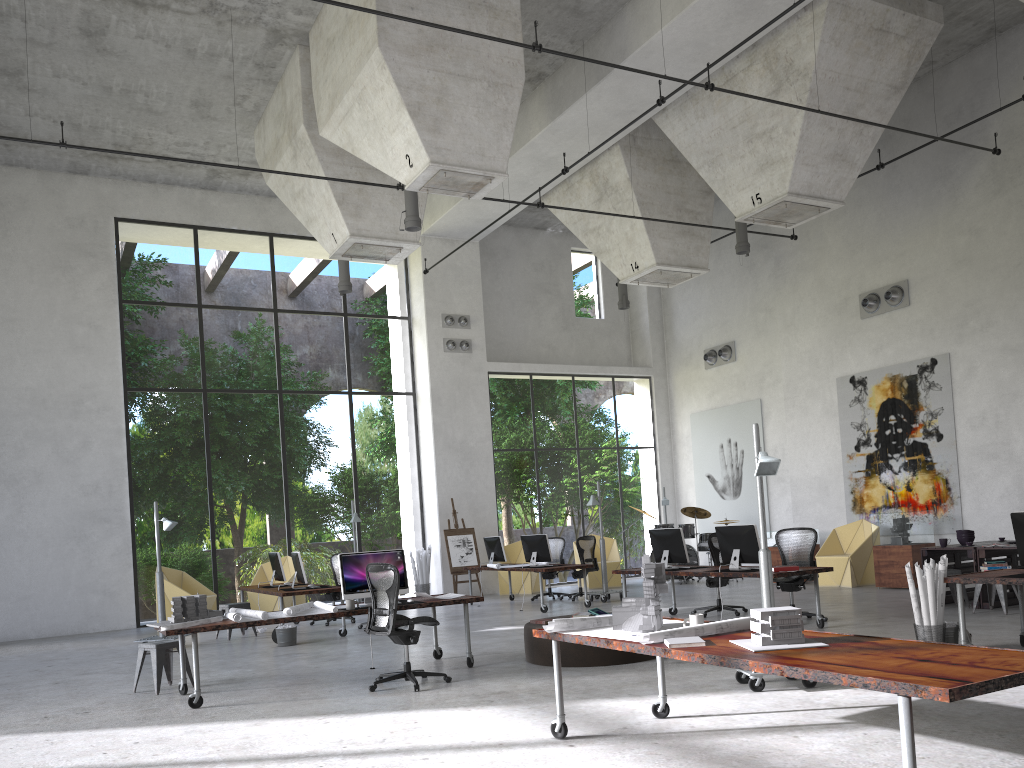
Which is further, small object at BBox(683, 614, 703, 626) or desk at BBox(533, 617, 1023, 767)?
small object at BBox(683, 614, 703, 626)

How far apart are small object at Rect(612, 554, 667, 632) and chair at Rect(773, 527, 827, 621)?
5.8m

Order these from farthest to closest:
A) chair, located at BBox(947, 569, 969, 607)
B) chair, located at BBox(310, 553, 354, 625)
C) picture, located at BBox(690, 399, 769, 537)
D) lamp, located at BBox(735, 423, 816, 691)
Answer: picture, located at BBox(690, 399, 769, 537) < chair, located at BBox(310, 553, 354, 625) < chair, located at BBox(947, 569, 969, 607) < lamp, located at BBox(735, 423, 816, 691)

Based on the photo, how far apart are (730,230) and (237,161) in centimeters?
951cm

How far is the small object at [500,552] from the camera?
16.0m

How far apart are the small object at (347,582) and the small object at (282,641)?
3.3m

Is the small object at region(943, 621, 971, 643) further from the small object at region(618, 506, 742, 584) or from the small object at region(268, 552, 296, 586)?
the small object at region(618, 506, 742, 584)

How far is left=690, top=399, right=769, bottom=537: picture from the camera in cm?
1942

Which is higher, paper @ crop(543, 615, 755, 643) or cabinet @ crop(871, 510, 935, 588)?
paper @ crop(543, 615, 755, 643)

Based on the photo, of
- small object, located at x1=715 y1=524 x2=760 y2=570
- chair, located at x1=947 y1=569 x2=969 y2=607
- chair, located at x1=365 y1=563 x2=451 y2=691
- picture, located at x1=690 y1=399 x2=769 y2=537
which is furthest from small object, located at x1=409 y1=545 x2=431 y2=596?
chair, located at x1=947 y1=569 x2=969 y2=607
